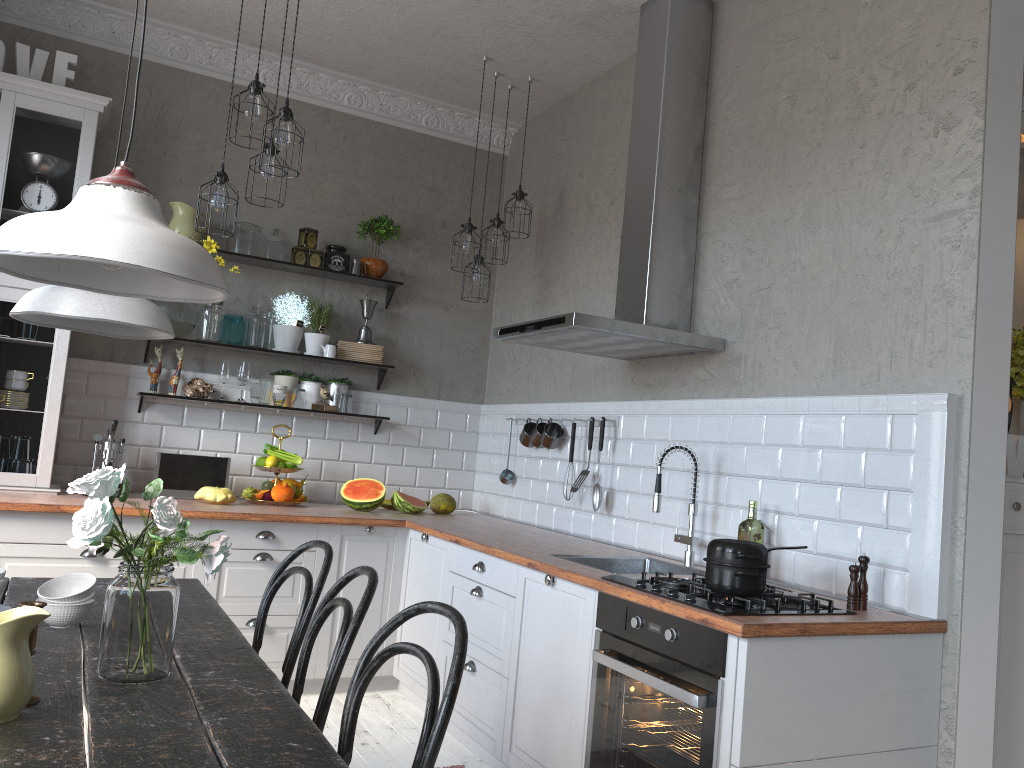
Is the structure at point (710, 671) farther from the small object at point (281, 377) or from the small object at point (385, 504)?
the small object at point (281, 377)

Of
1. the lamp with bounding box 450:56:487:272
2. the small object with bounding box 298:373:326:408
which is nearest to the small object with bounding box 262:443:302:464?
the small object with bounding box 298:373:326:408

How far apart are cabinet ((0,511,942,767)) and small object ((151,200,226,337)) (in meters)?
1.13

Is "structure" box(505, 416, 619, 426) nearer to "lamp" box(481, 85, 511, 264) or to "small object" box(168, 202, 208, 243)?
"lamp" box(481, 85, 511, 264)

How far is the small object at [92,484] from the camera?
1.7 meters

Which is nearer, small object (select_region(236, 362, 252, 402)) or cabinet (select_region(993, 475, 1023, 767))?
cabinet (select_region(993, 475, 1023, 767))

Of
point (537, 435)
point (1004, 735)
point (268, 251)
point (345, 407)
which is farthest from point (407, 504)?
point (1004, 735)

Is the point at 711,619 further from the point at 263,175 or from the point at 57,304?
the point at 263,175

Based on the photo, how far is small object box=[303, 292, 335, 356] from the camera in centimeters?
498cm

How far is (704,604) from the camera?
2.4 meters
